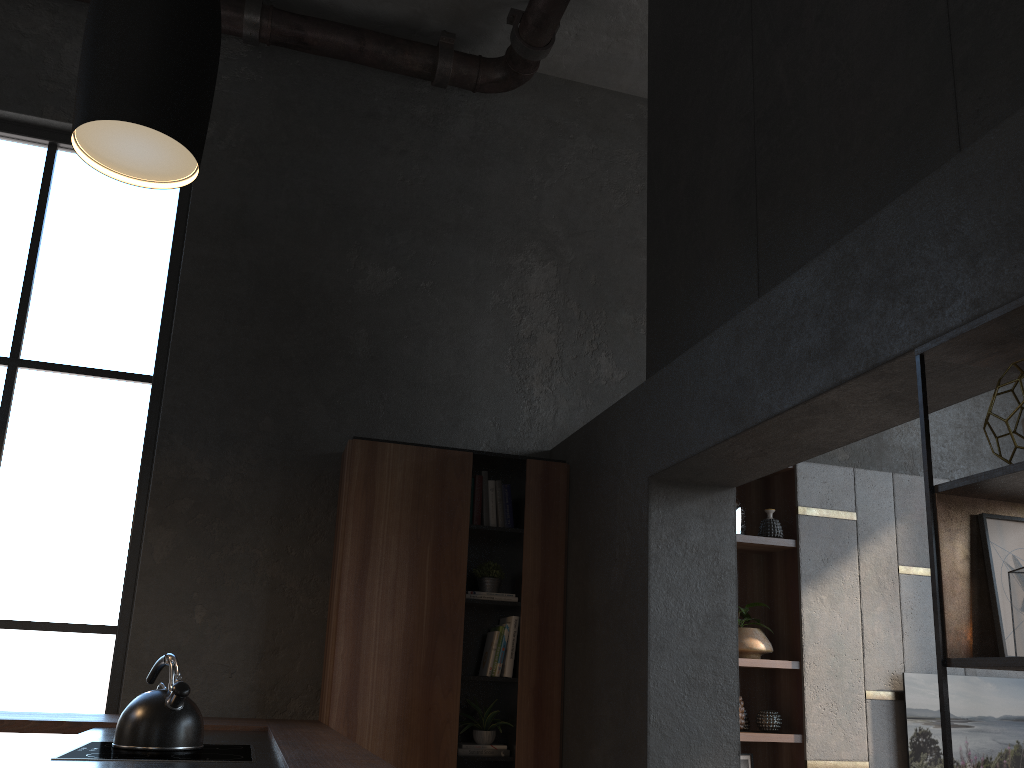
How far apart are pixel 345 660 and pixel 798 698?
2.4m

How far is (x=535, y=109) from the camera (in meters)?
5.79

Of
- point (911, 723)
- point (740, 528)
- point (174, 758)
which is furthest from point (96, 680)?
point (911, 723)

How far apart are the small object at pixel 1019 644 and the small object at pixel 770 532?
3.0 meters

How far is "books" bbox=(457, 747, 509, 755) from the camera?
4.23m

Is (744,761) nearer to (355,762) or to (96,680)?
(355,762)

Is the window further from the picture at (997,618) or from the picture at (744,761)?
the picture at (997,618)

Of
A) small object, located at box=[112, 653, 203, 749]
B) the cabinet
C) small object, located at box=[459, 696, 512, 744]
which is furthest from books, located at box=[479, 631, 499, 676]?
small object, located at box=[112, 653, 203, 749]

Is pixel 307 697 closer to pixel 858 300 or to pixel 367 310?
pixel 367 310

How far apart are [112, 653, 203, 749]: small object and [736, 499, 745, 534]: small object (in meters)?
3.27
